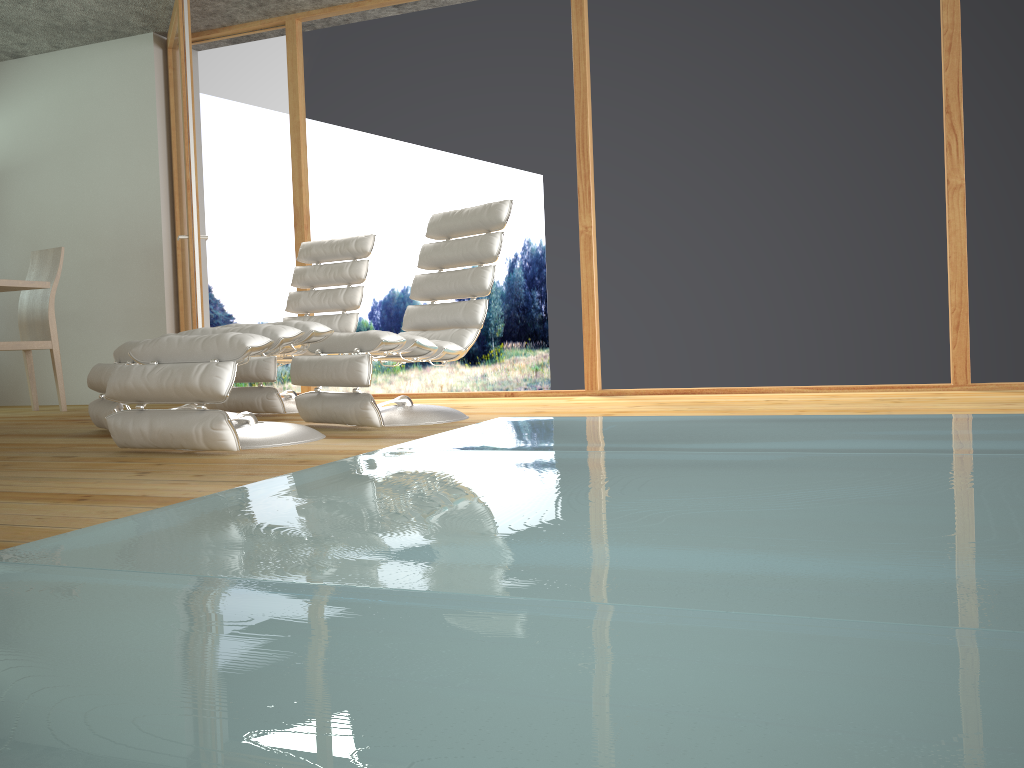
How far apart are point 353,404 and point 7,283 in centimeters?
243cm

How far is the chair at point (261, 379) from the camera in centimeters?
438cm

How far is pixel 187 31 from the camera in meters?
5.1

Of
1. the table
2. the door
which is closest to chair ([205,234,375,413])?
the door

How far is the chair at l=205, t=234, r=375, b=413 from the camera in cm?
438

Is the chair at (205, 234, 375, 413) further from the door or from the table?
the table

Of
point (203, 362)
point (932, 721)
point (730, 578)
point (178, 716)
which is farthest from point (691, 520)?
point (203, 362)

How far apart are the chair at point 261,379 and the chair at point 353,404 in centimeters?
61cm

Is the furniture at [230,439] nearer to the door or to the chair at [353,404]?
the chair at [353,404]

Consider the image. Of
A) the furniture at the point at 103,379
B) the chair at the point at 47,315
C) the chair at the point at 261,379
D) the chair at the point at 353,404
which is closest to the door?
the chair at the point at 261,379
